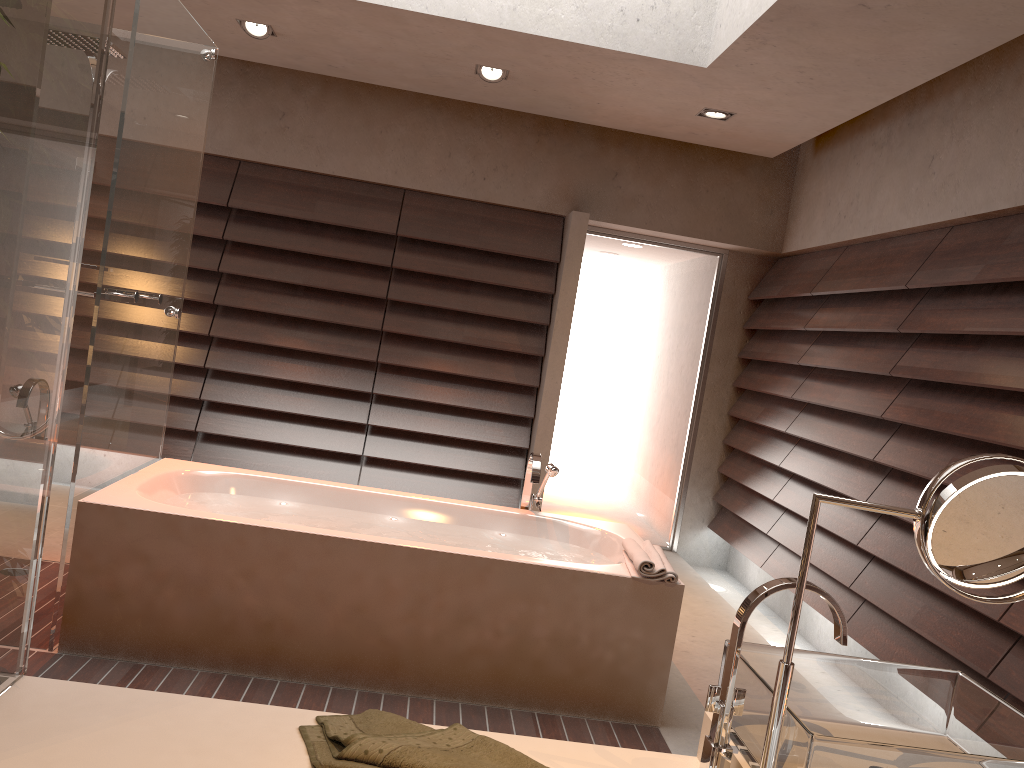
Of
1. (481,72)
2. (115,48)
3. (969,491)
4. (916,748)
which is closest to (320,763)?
(916,748)

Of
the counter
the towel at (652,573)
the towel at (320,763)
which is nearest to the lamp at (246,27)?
the towel at (652,573)

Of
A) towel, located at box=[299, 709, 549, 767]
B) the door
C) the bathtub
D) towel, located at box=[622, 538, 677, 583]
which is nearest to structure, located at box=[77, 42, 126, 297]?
the bathtub

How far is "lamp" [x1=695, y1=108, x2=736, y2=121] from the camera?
4.5m

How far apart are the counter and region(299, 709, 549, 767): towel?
0.01m

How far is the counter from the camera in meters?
1.2

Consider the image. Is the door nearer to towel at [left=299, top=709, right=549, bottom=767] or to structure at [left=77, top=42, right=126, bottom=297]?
structure at [left=77, top=42, right=126, bottom=297]

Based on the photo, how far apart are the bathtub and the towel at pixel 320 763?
1.5 meters

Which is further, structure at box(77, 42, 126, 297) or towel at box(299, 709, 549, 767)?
structure at box(77, 42, 126, 297)

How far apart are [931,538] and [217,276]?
4.8 meters
